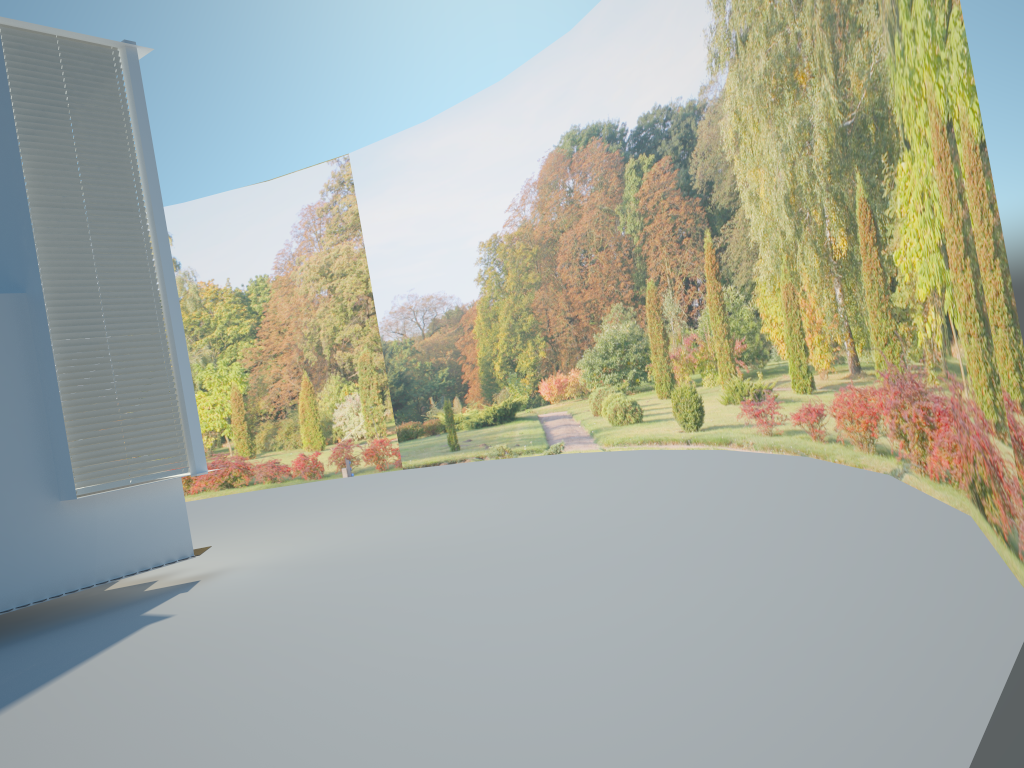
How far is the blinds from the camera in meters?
7.9

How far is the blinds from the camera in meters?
7.9 m

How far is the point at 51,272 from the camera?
7.9 meters
